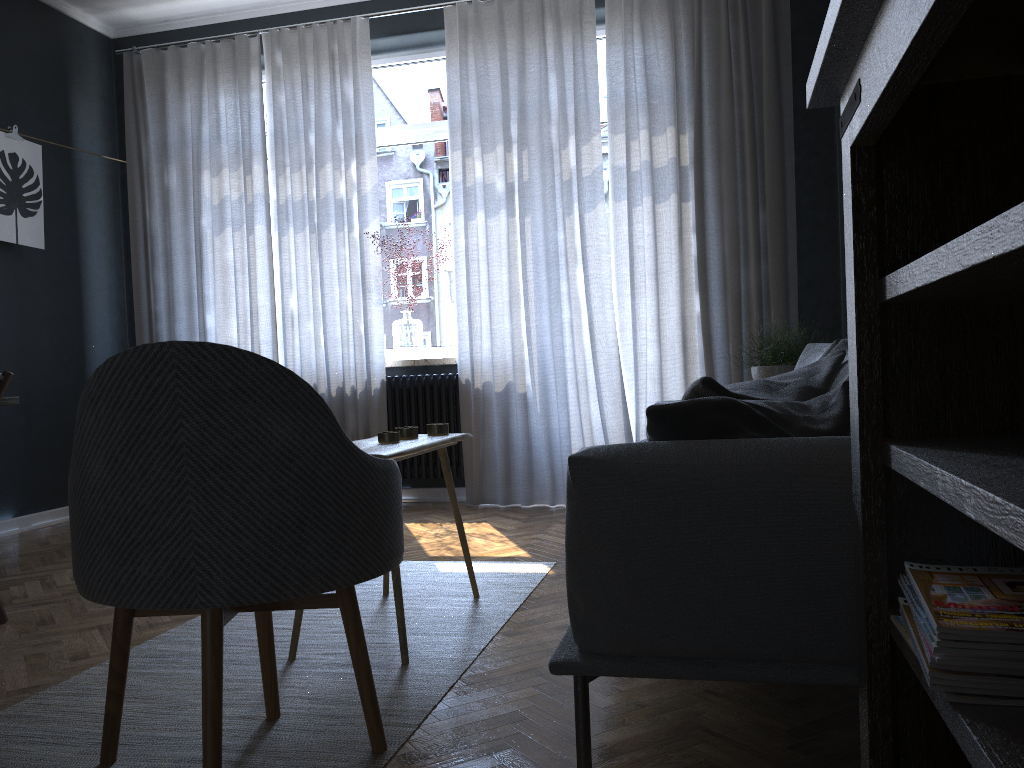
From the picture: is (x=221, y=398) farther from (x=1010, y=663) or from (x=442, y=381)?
(x=442, y=381)

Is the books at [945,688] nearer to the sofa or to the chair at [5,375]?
the sofa

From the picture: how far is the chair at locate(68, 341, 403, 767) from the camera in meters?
1.5

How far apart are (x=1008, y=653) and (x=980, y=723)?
0.1 meters

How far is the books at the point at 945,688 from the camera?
0.93m

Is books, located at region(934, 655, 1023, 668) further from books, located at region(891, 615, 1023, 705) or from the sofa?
the sofa

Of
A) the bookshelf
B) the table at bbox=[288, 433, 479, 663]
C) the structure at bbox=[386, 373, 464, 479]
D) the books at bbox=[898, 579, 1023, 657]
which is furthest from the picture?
the books at bbox=[898, 579, 1023, 657]

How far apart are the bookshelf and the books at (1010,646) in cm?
6

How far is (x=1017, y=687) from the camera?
0.9m

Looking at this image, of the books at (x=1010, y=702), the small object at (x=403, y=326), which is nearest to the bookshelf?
the books at (x=1010, y=702)
